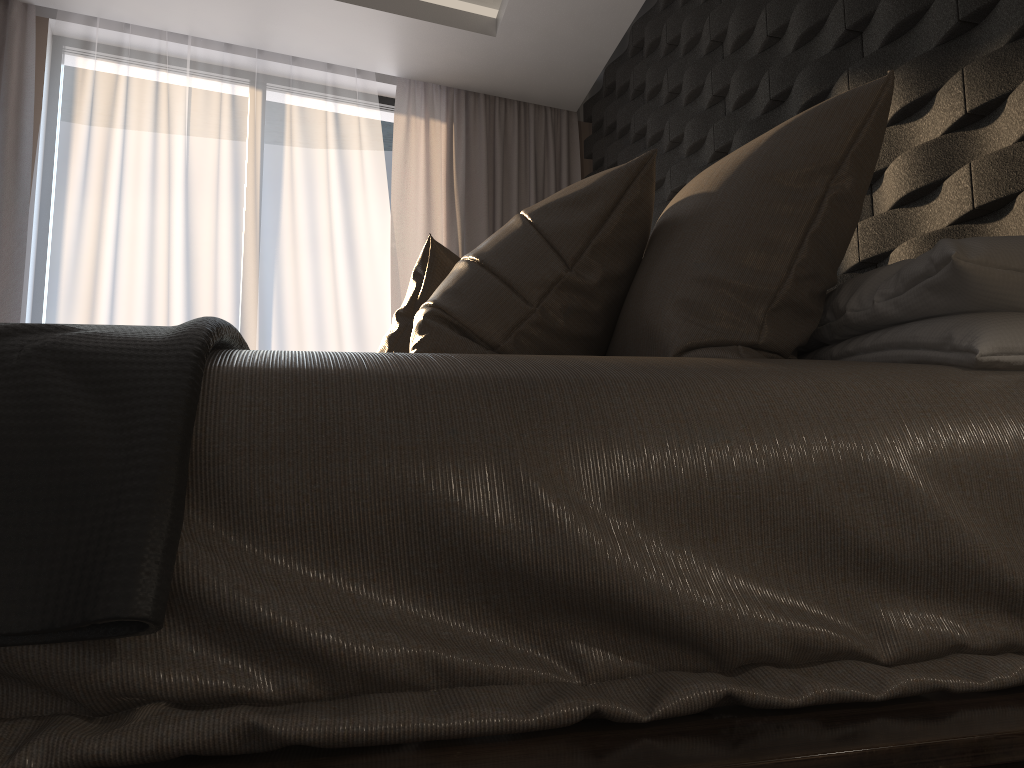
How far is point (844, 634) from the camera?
0.78m

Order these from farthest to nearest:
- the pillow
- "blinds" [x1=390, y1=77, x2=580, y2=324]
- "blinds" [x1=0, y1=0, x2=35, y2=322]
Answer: "blinds" [x1=390, y1=77, x2=580, y2=324] → "blinds" [x1=0, y1=0, x2=35, y2=322] → the pillow

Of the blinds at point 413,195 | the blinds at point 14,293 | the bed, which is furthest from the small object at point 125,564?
the blinds at point 413,195

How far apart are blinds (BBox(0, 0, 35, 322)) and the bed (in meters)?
3.24

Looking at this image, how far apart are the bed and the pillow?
0.23m

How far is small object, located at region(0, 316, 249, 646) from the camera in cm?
63

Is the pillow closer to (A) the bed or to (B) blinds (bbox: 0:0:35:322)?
(A) the bed

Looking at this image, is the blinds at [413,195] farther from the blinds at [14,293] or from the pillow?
A: the pillow

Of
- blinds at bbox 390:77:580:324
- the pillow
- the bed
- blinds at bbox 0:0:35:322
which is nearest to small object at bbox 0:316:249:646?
the bed

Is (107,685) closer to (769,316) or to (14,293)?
(769,316)
